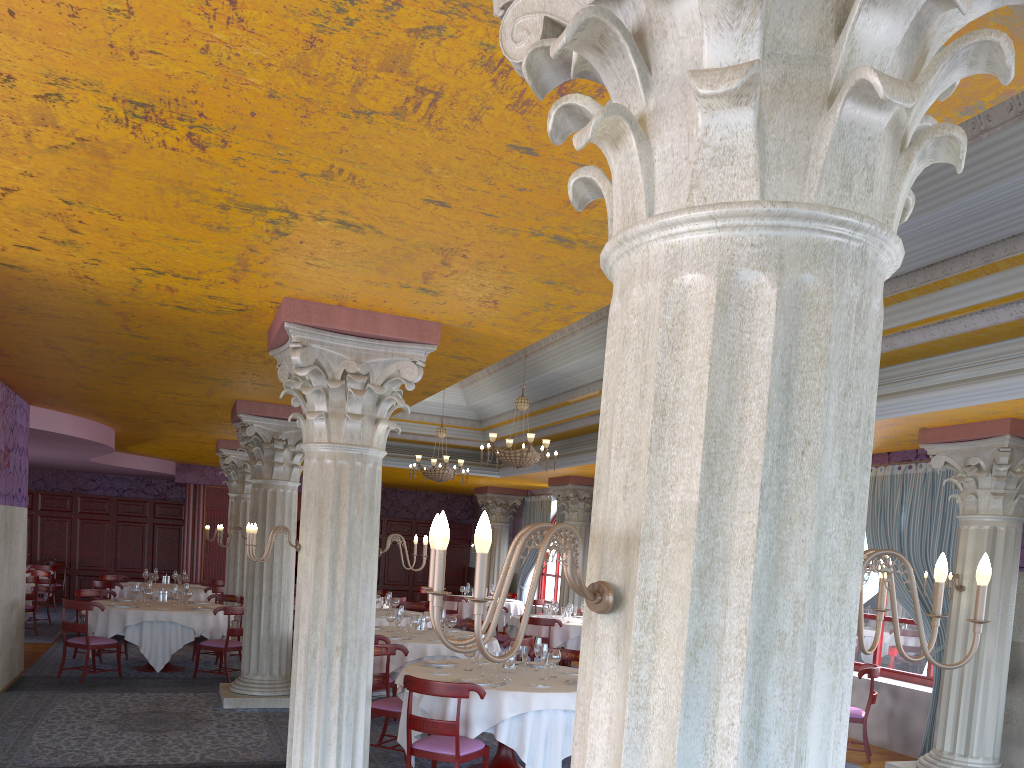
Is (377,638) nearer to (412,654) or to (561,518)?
(412,654)

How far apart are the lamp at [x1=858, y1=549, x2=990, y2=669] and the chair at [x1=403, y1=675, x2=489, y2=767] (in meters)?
Result: 4.57

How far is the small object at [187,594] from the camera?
12.3m

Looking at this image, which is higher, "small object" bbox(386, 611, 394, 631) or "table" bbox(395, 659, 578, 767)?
"small object" bbox(386, 611, 394, 631)

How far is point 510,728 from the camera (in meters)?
6.70

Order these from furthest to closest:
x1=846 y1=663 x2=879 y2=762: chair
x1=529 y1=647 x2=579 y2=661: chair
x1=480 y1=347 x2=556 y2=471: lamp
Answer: x1=480 y1=347 x2=556 y2=471: lamp
x1=846 y1=663 x2=879 y2=762: chair
x1=529 y1=647 x2=579 y2=661: chair

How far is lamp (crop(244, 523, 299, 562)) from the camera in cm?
600

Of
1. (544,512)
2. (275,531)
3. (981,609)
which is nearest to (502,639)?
(544,512)

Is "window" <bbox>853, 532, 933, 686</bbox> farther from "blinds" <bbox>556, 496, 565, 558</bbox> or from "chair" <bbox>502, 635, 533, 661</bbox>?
"blinds" <bbox>556, 496, 565, 558</bbox>

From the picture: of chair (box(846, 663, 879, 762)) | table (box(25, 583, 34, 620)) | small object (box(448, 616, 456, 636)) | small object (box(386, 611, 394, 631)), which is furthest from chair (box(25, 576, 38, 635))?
chair (box(846, 663, 879, 762))
